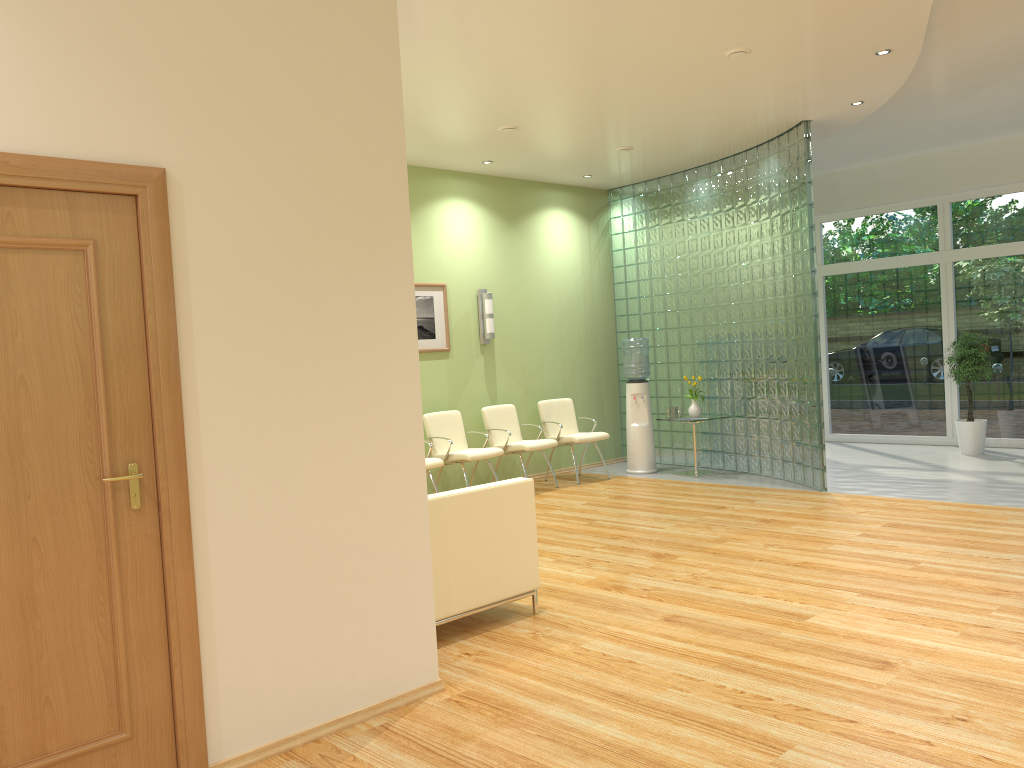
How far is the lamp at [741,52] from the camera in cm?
591

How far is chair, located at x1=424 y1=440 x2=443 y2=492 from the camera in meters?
8.0 m

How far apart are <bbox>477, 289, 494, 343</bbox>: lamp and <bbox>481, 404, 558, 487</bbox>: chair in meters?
0.7

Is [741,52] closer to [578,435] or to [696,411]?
[696,411]

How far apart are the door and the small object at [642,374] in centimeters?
730cm

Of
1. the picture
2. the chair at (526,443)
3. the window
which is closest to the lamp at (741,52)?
the picture

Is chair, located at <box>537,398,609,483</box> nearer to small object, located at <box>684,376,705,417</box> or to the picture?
small object, located at <box>684,376,705,417</box>

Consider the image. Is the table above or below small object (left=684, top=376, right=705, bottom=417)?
below

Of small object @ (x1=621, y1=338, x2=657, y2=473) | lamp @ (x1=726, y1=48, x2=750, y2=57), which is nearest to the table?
small object @ (x1=621, y1=338, x2=657, y2=473)

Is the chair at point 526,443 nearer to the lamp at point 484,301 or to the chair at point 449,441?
the chair at point 449,441
